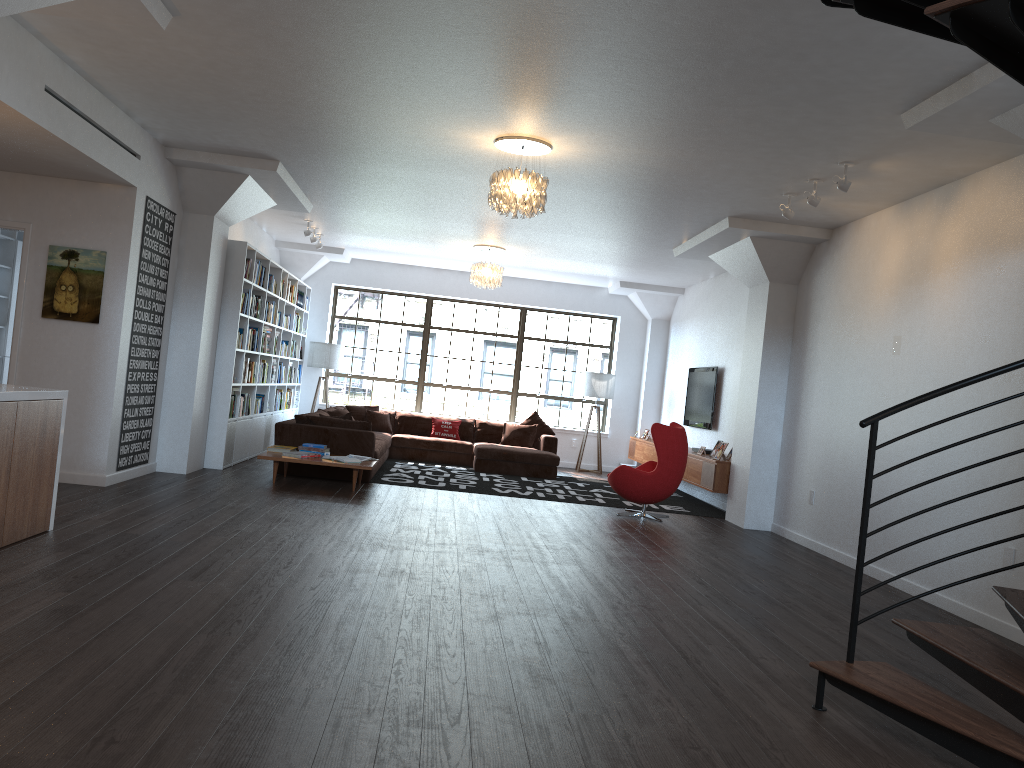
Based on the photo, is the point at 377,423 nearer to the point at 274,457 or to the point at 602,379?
the point at 602,379

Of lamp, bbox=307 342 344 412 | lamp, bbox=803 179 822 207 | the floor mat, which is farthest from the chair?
lamp, bbox=307 342 344 412

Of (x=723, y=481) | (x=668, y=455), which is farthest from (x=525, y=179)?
(x=723, y=481)

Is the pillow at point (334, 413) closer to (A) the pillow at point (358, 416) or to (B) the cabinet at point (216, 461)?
(B) the cabinet at point (216, 461)

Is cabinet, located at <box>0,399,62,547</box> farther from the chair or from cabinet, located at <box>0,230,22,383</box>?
the chair

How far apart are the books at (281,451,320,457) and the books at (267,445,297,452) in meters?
0.4

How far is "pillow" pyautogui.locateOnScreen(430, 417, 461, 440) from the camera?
13.13m

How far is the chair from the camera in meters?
8.9 m

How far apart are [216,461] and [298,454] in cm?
120

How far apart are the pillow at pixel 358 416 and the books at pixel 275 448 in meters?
3.9 m
